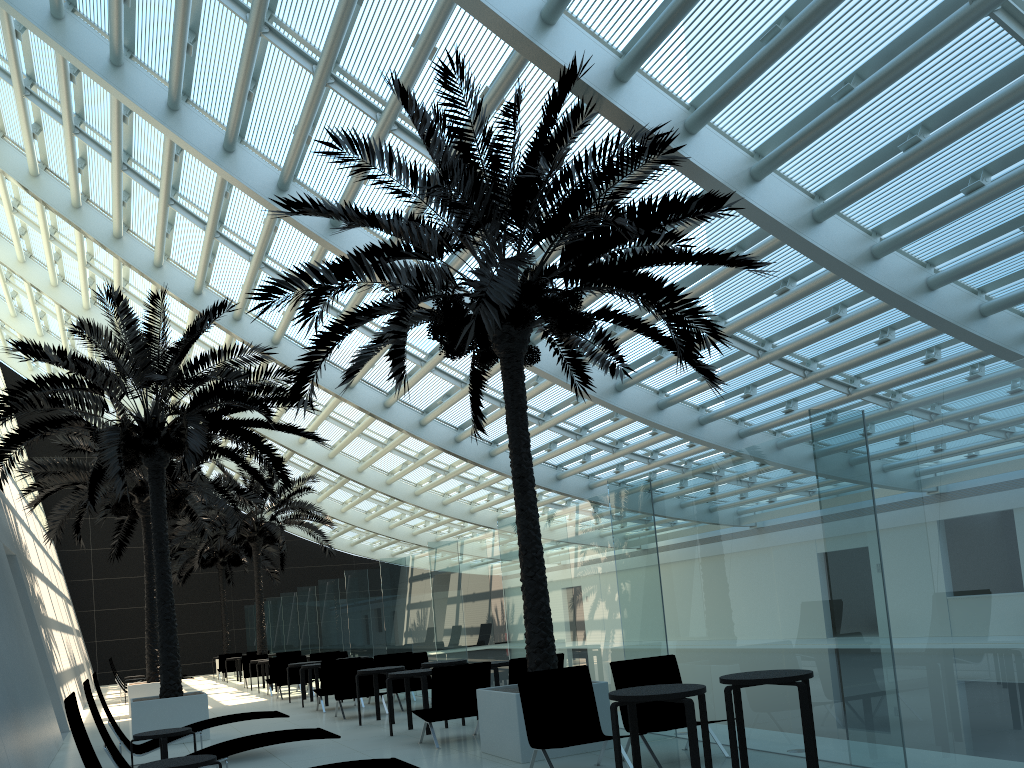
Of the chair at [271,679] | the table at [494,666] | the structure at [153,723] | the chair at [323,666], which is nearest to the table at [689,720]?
the table at [494,666]

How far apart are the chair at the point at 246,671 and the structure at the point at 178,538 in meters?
1.6 m

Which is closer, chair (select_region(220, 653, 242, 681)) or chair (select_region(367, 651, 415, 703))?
chair (select_region(367, 651, 415, 703))

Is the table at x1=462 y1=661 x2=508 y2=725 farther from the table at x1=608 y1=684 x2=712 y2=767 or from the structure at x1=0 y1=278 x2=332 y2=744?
the table at x1=608 y1=684 x2=712 y2=767

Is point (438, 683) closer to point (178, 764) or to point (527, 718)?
point (527, 718)

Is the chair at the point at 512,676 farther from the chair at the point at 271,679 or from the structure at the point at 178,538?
the structure at the point at 178,538

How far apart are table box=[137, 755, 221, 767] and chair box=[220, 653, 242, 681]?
24.0m

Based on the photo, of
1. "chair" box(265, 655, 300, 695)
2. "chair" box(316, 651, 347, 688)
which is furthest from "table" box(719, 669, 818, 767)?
"chair" box(265, 655, 300, 695)

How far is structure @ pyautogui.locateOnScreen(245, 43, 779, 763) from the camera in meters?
7.8

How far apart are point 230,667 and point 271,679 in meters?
10.3
